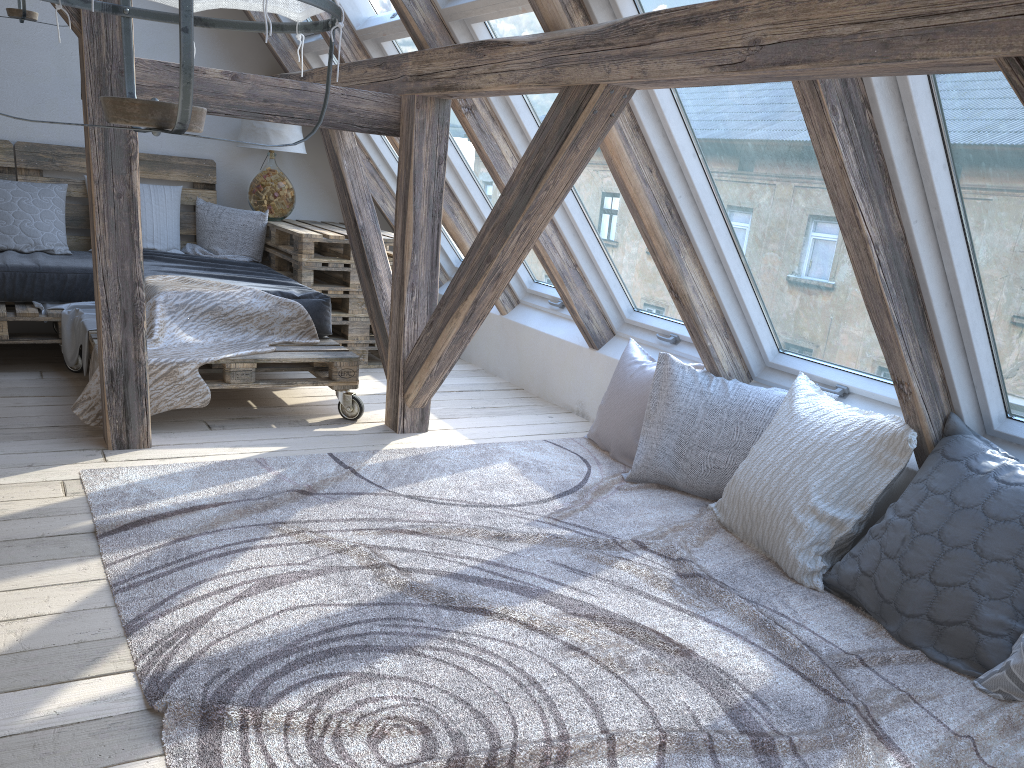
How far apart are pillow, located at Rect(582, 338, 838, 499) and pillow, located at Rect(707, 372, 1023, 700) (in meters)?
0.12

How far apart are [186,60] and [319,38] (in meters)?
4.16

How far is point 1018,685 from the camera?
2.0m

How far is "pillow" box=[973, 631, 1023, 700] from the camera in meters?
2.0

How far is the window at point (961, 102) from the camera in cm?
203

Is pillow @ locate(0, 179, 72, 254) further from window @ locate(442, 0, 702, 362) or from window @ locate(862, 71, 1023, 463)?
window @ locate(862, 71, 1023, 463)

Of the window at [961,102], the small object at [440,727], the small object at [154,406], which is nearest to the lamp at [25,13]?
the small object at [154,406]

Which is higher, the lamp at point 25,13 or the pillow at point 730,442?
the lamp at point 25,13

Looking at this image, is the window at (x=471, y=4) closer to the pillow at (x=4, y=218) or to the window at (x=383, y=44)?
the window at (x=383, y=44)

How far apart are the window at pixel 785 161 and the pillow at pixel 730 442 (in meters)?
0.10
